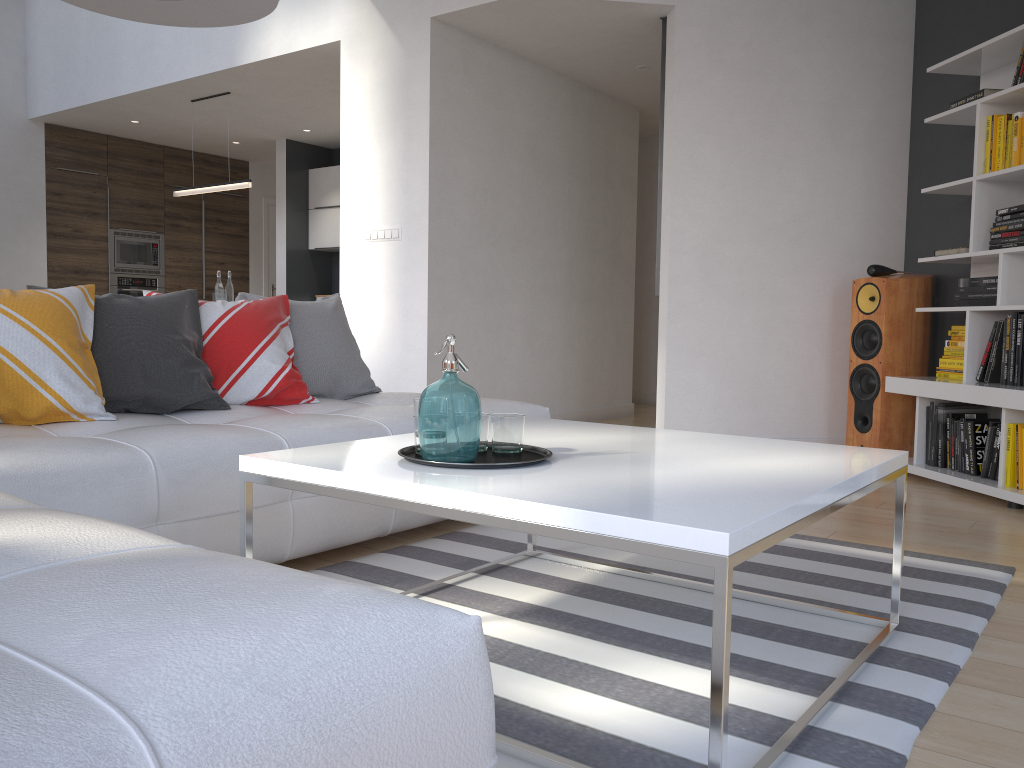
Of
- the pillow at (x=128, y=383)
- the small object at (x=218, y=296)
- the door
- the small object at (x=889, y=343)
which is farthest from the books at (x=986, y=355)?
the door

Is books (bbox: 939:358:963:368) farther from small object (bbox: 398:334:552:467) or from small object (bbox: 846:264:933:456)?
small object (bbox: 398:334:552:467)

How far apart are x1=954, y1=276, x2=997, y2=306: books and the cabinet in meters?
5.9 m

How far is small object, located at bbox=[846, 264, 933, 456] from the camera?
4.68m

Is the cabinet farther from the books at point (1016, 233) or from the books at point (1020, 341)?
the books at point (1020, 341)

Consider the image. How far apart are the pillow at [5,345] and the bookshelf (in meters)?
3.40

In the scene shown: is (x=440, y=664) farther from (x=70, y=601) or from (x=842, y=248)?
(x=842, y=248)

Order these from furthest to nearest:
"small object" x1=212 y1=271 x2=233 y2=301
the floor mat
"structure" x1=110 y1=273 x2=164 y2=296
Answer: "structure" x1=110 y1=273 x2=164 y2=296, "small object" x1=212 y1=271 x2=233 y2=301, the floor mat

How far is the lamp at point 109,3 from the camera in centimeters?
207cm

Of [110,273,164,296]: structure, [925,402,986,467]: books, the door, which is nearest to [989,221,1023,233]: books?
[925,402,986,467]: books
